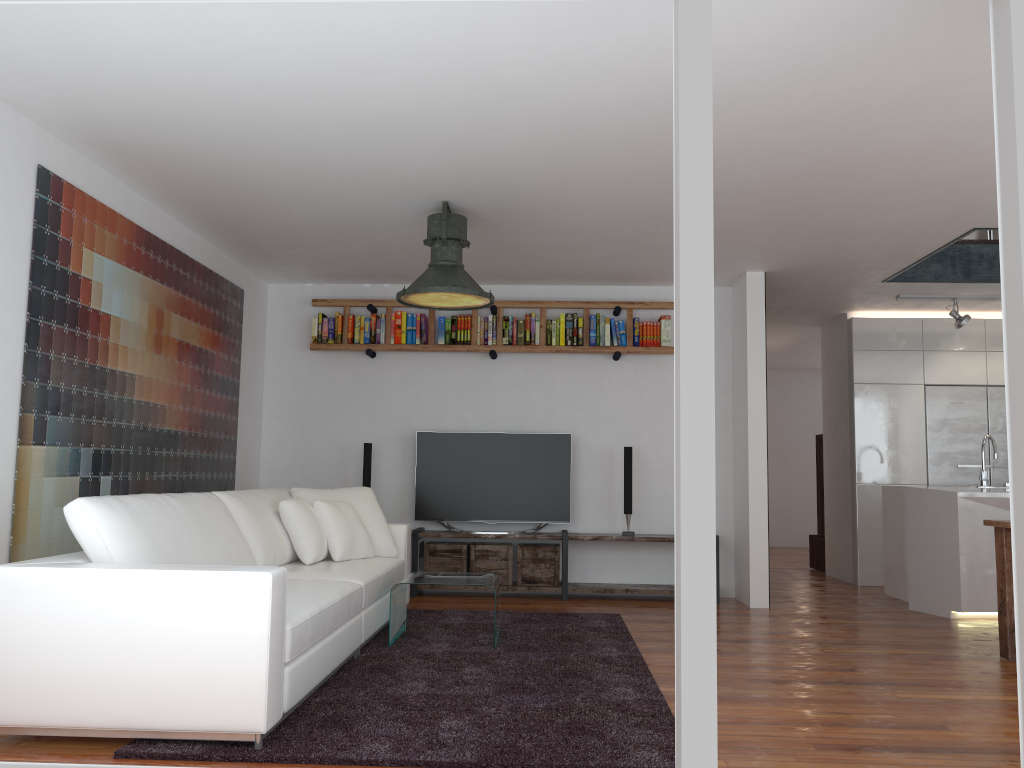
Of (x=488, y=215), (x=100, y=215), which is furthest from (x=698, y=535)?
(x=100, y=215)

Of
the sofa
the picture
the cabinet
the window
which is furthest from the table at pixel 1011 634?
the picture

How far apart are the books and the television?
0.8 meters

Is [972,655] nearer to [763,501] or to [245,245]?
[763,501]

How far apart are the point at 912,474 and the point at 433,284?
5.3 meters

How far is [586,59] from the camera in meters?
3.4

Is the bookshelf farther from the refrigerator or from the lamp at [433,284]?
the refrigerator

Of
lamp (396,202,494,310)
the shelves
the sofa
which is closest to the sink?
the shelves

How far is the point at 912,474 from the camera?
8.02m

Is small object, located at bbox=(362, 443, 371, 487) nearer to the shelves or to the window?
the shelves
